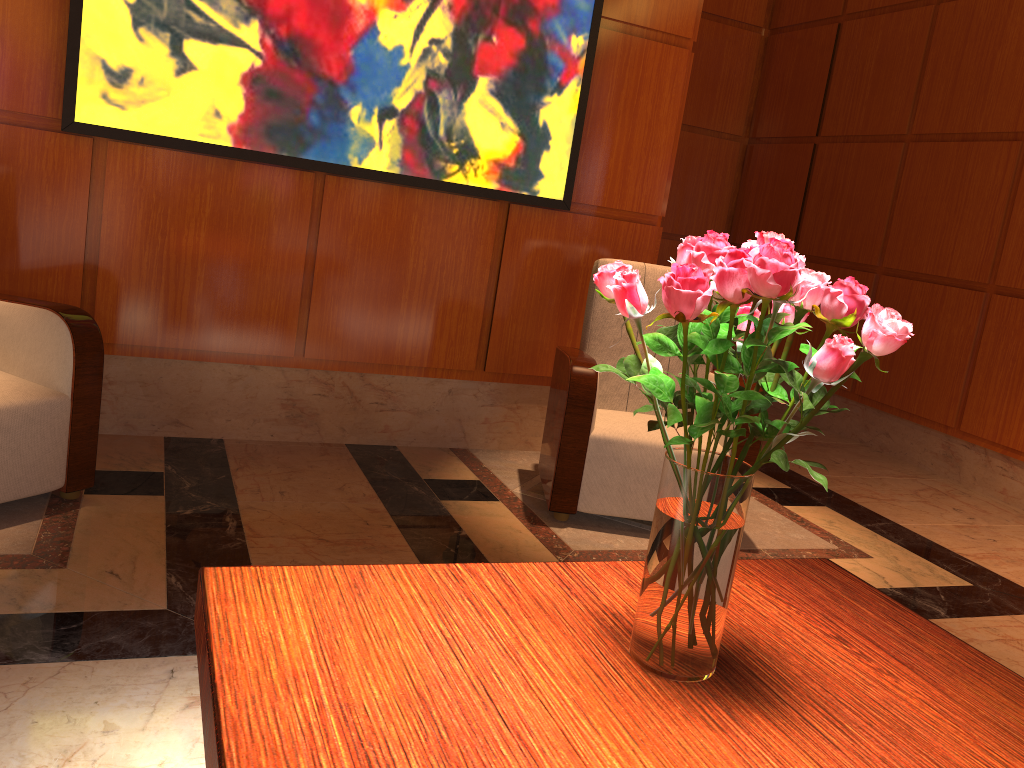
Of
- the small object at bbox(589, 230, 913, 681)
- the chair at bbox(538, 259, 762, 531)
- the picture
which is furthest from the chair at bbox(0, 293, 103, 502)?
the small object at bbox(589, 230, 913, 681)

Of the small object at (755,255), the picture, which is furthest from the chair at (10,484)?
the small object at (755,255)

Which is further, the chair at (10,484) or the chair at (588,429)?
the chair at (588,429)

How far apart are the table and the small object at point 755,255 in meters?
0.0 m

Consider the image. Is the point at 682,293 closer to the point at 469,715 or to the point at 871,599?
the point at 469,715

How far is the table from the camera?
0.99m

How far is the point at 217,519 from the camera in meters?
2.8

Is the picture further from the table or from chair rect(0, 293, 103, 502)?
the table

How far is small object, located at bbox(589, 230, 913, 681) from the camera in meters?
1.0

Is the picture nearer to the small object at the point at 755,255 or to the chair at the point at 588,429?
the chair at the point at 588,429
